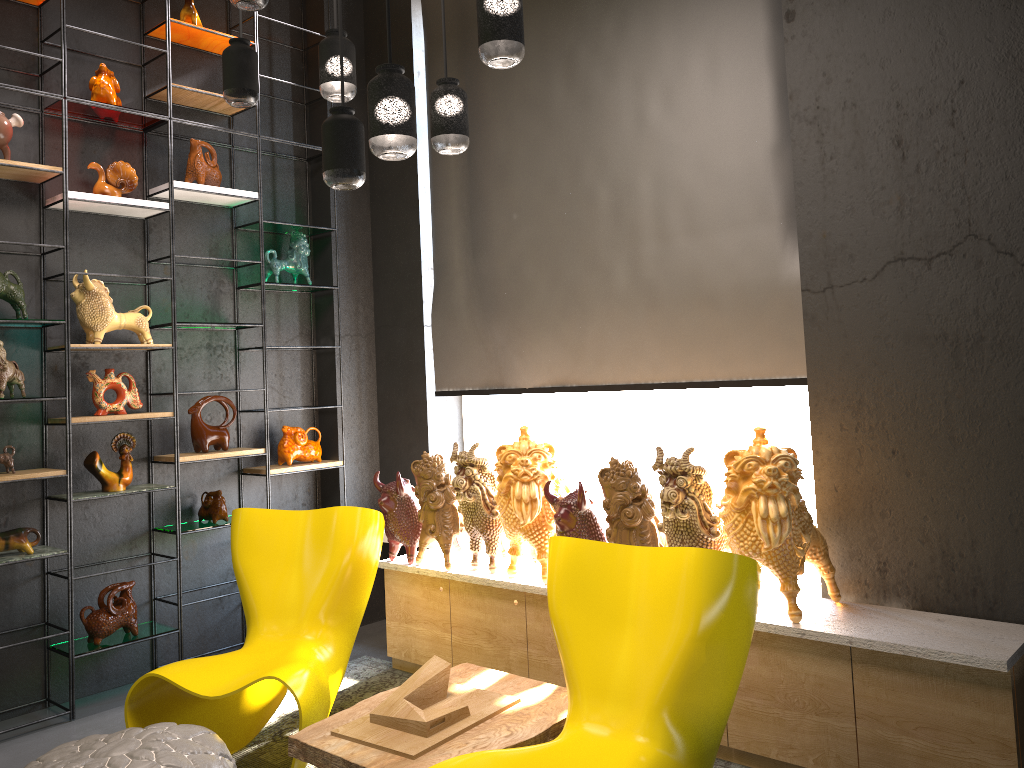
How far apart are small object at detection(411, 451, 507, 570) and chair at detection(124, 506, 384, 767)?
0.34m

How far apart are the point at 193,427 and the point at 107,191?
1.20m

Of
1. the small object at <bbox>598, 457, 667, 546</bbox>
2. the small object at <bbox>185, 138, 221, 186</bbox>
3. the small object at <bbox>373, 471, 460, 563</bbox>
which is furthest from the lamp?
the small object at <bbox>373, 471, 460, 563</bbox>

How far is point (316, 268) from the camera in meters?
5.2 m

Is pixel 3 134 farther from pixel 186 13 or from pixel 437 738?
pixel 437 738

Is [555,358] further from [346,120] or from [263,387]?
[346,120]

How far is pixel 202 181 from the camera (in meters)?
4.44

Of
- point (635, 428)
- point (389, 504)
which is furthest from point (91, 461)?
point (635, 428)

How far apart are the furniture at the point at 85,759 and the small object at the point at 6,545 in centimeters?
137cm

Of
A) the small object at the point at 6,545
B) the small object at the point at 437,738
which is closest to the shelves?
the small object at the point at 6,545
